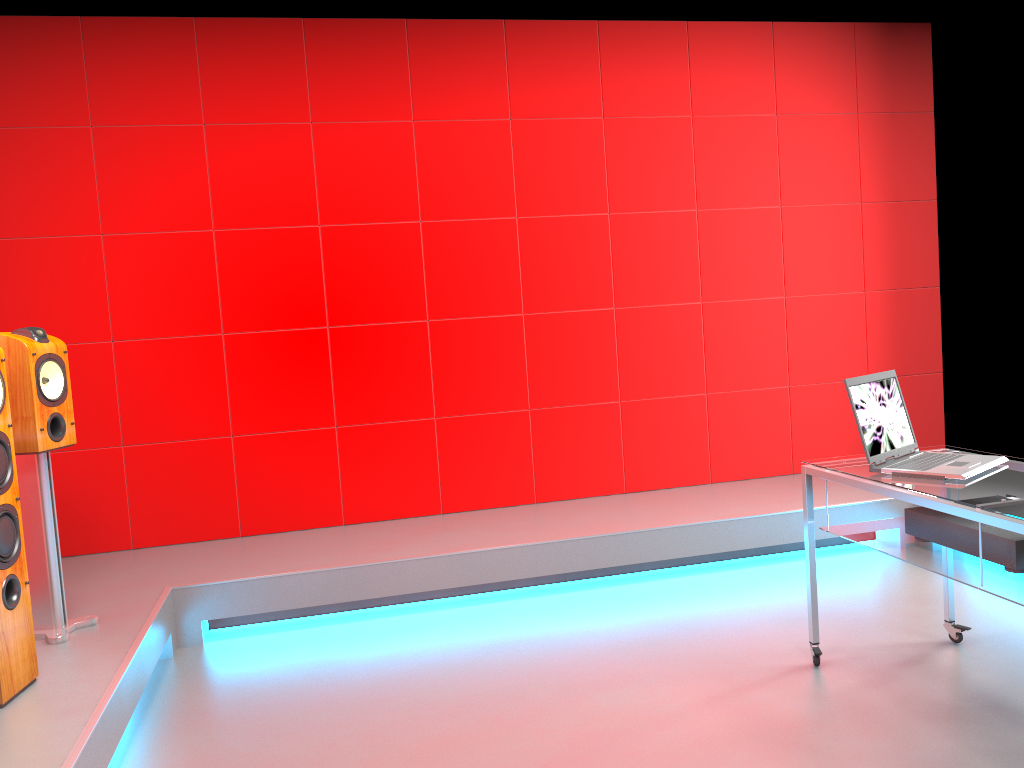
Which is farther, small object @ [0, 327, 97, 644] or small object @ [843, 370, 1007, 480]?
small object @ [0, 327, 97, 644]

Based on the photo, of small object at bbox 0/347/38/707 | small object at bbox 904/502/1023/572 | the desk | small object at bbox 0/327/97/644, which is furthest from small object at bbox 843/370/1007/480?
small object at bbox 0/327/97/644

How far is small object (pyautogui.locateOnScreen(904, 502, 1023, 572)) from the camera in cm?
228

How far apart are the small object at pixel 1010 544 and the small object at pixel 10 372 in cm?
274

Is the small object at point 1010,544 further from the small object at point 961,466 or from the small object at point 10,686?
the small object at point 10,686

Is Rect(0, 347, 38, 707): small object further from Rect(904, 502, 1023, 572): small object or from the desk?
Rect(904, 502, 1023, 572): small object

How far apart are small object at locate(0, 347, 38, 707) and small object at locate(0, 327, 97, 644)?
0.3 meters

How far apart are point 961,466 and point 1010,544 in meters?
0.3

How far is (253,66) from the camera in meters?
4.3 m

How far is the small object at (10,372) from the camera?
2.9m
